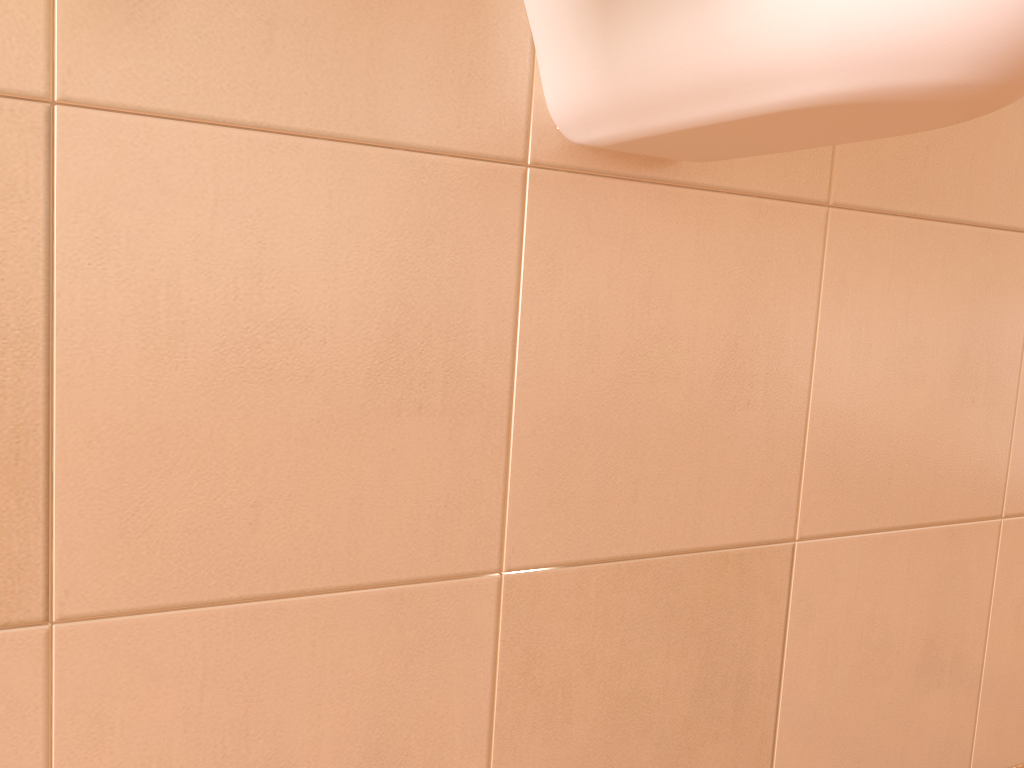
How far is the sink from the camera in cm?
35

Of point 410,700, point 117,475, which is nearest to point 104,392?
point 117,475

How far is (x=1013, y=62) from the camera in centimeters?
35cm

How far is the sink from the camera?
0.35m
